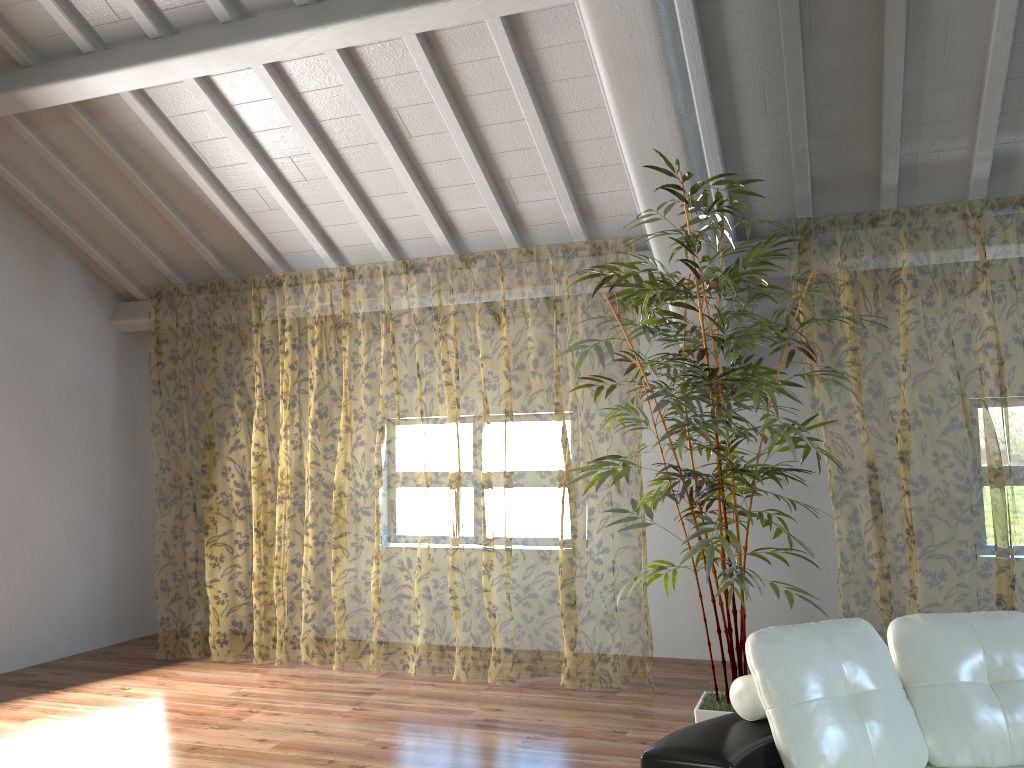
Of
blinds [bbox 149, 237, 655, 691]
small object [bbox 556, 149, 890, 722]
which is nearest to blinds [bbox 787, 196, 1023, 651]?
small object [bbox 556, 149, 890, 722]

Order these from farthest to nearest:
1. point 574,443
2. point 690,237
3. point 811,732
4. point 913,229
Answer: point 574,443 < point 913,229 < point 690,237 < point 811,732

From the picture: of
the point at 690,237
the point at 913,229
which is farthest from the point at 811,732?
the point at 913,229

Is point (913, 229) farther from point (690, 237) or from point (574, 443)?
point (690, 237)

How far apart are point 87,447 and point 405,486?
8.1m

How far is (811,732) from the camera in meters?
2.4 m

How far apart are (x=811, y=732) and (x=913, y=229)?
8.2m

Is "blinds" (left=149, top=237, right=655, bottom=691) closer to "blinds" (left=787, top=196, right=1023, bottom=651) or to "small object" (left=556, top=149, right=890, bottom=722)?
"small object" (left=556, top=149, right=890, bottom=722)

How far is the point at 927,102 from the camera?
4.2 meters

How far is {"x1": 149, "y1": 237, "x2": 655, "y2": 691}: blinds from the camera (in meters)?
12.31
